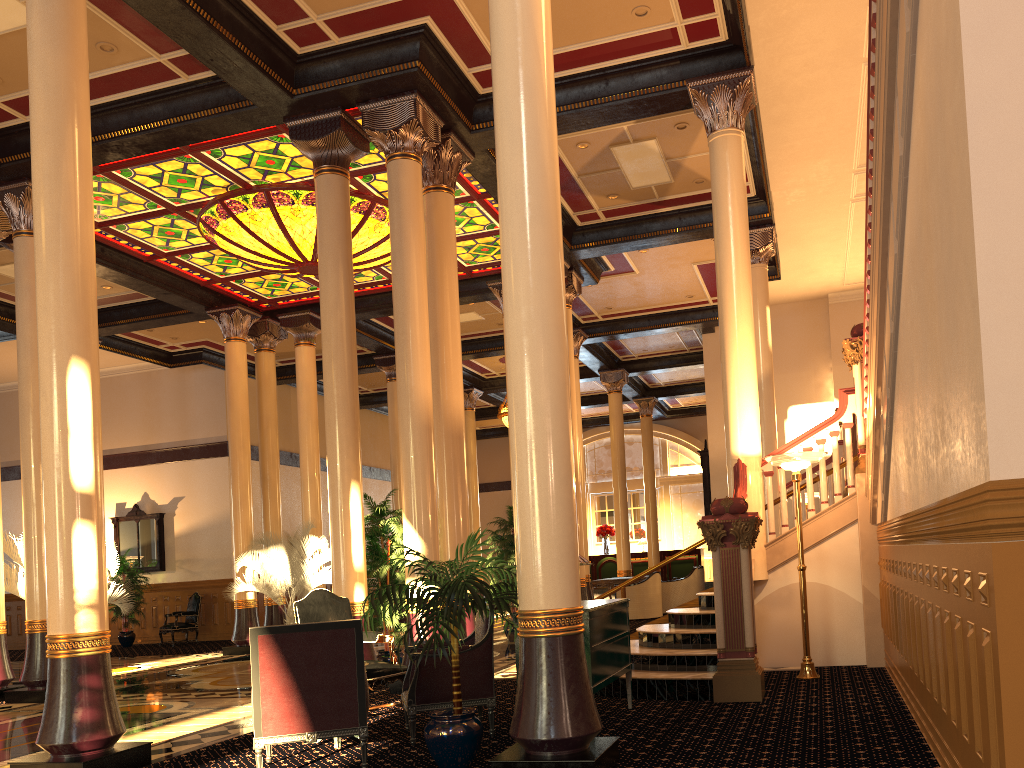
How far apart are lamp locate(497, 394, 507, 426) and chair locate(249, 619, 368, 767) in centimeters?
1580cm

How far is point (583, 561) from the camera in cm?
581

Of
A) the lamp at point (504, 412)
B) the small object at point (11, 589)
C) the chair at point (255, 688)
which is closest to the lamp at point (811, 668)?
the chair at point (255, 688)

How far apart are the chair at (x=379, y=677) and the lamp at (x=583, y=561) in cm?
209

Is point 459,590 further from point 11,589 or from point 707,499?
point 707,499

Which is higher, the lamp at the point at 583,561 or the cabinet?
the lamp at the point at 583,561

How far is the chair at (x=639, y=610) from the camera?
16.0 meters

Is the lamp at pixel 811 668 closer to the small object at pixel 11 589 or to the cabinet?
the cabinet

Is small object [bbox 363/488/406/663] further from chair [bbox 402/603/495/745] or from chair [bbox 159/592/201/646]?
chair [bbox 159/592/201/646]

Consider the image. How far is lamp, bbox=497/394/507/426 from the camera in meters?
20.9 m
